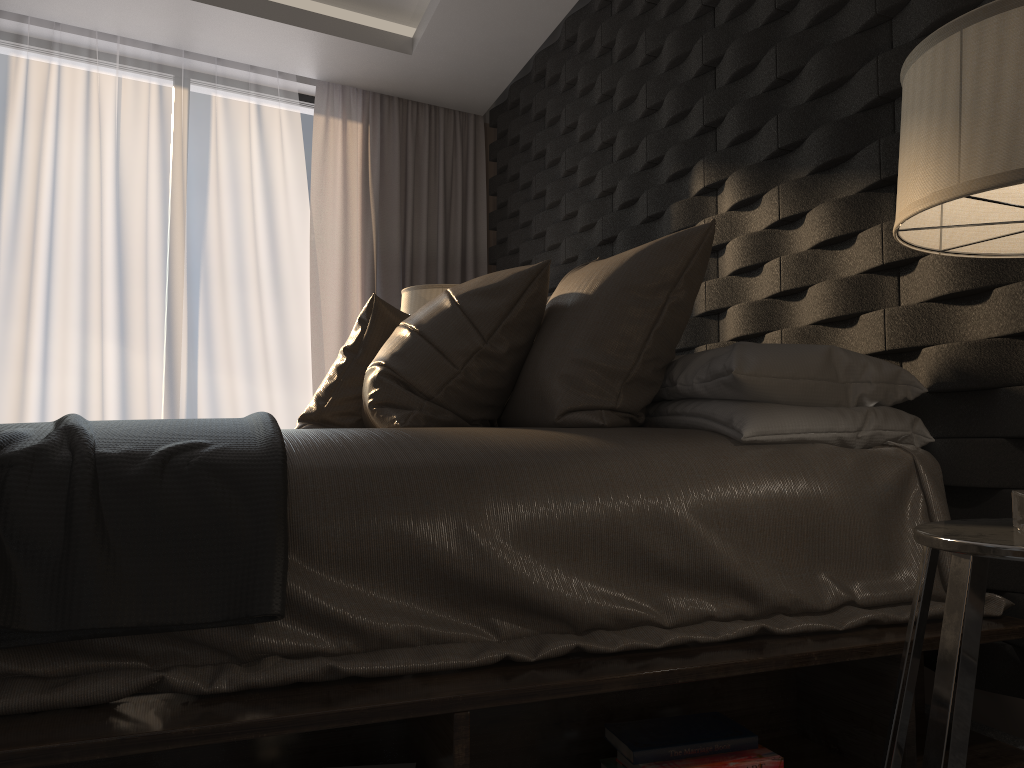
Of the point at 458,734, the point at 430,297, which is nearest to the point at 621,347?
the point at 458,734

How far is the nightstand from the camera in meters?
1.0 m

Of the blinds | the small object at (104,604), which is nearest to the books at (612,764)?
the small object at (104,604)

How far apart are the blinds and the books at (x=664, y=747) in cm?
344

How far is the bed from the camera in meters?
1.2

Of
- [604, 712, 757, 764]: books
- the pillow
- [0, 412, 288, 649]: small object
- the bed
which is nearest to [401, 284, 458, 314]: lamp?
the pillow

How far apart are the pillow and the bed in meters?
0.1 m

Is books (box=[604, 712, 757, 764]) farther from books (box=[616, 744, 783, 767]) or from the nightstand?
the nightstand

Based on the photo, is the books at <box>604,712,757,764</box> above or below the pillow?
below

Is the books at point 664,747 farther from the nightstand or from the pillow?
the pillow
